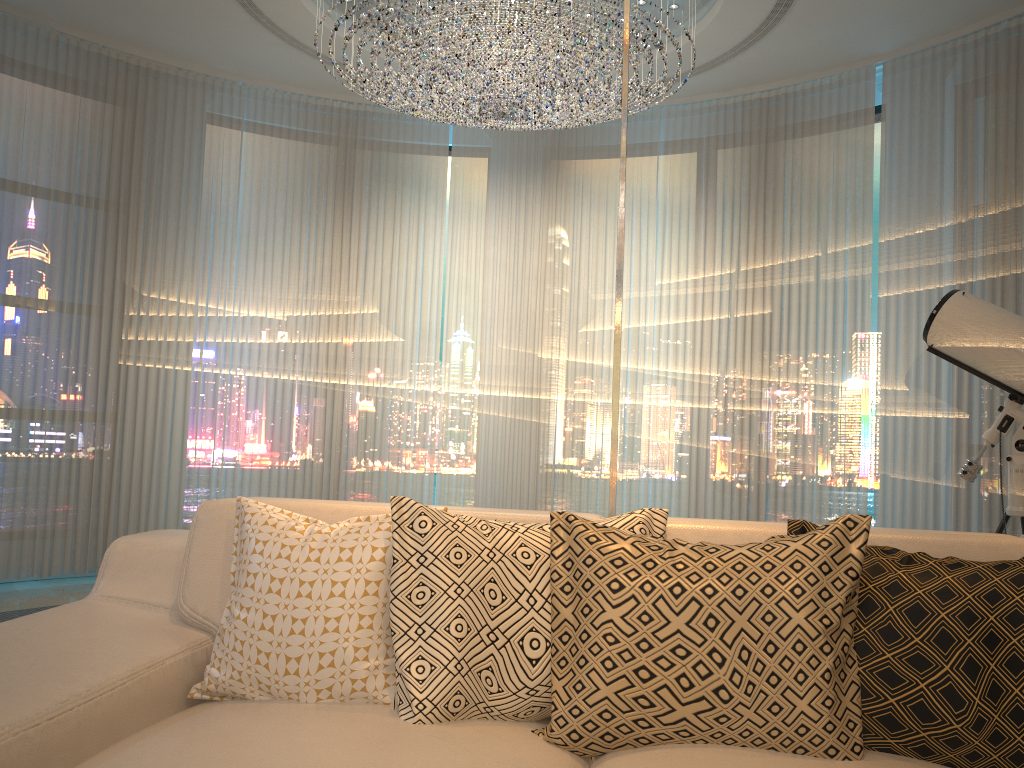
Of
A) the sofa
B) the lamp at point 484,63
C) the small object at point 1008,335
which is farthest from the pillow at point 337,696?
the lamp at point 484,63

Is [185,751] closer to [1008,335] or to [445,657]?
[445,657]

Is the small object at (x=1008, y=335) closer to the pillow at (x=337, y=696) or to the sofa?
the sofa

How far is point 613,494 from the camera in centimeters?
245cm

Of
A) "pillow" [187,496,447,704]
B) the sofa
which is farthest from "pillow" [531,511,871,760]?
"pillow" [187,496,447,704]

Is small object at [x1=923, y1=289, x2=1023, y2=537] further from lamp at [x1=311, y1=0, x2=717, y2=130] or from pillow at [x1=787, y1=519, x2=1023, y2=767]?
lamp at [x1=311, y1=0, x2=717, y2=130]

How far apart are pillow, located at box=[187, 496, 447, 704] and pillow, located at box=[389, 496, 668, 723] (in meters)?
0.02

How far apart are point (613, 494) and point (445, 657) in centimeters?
102cm

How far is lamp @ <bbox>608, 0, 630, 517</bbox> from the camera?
2.45m

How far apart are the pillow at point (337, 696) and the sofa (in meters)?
0.01
